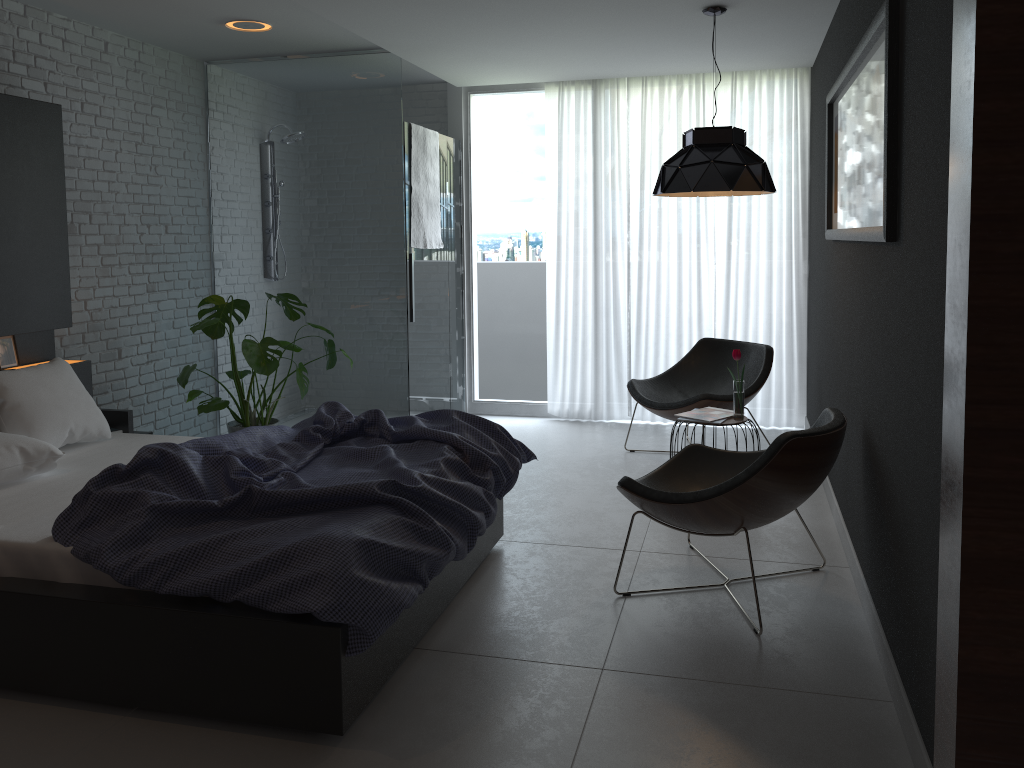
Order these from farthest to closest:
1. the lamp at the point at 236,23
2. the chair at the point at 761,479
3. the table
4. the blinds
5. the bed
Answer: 1. the blinds
2. the lamp at the point at 236,23
3. the table
4. the chair at the point at 761,479
5. the bed

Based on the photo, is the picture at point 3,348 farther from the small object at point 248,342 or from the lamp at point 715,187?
the lamp at point 715,187

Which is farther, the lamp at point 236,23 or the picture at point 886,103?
the lamp at point 236,23

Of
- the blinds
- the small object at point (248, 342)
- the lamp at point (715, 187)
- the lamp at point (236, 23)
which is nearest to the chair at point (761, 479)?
the lamp at point (715, 187)

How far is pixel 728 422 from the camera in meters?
4.4

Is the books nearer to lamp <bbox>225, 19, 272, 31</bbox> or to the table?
the table

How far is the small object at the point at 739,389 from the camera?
4.4m

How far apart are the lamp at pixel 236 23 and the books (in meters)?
3.05

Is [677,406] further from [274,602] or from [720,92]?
[274,602]

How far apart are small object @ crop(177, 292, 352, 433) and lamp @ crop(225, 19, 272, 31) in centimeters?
148cm
